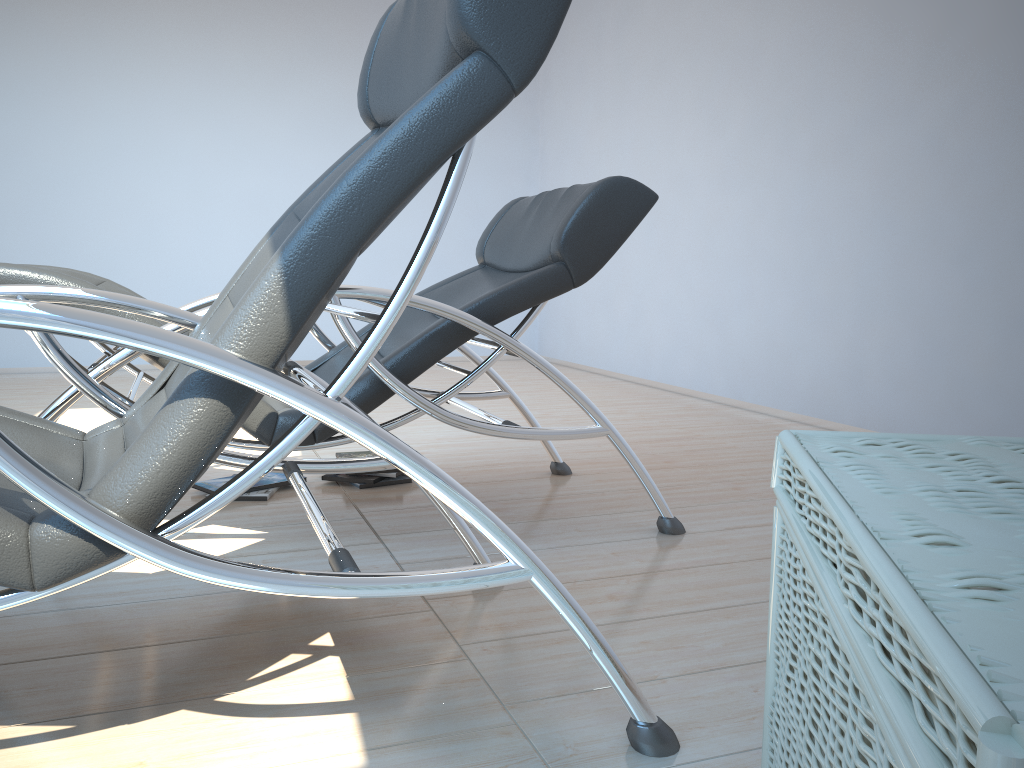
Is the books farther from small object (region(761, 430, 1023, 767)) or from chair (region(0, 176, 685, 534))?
small object (region(761, 430, 1023, 767))

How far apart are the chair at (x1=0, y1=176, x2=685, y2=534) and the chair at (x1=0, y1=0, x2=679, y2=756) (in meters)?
0.21

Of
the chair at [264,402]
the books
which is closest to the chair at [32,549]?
the chair at [264,402]

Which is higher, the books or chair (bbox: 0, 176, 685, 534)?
chair (bbox: 0, 176, 685, 534)

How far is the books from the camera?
2.8 meters

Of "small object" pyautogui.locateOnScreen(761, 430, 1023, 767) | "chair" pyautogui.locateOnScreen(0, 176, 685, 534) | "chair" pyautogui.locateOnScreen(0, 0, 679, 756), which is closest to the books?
"chair" pyautogui.locateOnScreen(0, 176, 685, 534)

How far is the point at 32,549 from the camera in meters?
1.0

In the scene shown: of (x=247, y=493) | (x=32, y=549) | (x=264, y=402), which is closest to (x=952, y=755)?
(x=32, y=549)

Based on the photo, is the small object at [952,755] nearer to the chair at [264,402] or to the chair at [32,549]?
the chair at [32,549]

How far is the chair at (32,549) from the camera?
1.0 meters
